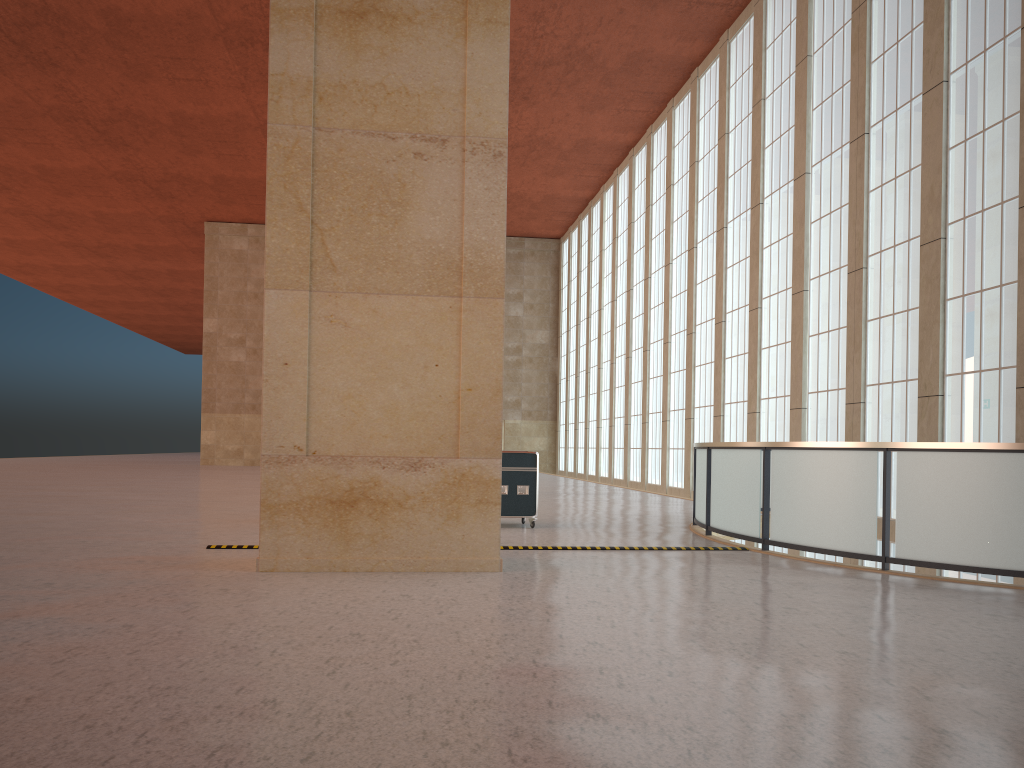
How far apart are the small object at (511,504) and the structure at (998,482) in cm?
323

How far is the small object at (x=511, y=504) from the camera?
17.51m

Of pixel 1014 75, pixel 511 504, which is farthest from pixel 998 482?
pixel 1014 75

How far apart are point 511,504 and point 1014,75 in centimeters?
1338cm

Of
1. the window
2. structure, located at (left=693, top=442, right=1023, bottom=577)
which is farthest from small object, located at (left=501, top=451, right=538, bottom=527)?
the window

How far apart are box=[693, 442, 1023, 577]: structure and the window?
2.8 meters

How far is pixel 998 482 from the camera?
10.9 meters

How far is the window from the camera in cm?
1794

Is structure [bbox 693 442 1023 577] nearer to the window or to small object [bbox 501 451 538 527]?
the window

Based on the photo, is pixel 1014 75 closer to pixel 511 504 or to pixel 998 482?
pixel 998 482
